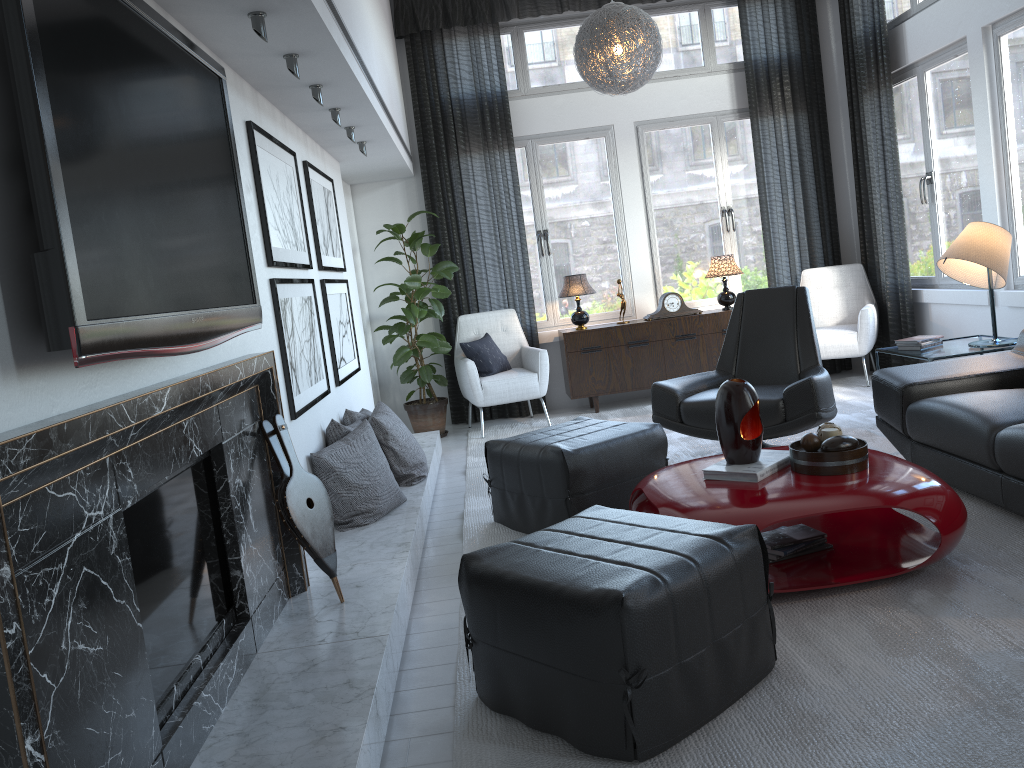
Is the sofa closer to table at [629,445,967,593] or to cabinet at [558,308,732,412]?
table at [629,445,967,593]

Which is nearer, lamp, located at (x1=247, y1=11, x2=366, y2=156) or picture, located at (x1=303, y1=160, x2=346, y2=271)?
lamp, located at (x1=247, y1=11, x2=366, y2=156)

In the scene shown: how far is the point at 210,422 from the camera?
2.22m

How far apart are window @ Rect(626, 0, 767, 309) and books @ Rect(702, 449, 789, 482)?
3.82m

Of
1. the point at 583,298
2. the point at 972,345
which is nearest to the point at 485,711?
the point at 972,345

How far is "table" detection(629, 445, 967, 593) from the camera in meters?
2.6 m

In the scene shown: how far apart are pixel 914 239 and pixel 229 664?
5.5m

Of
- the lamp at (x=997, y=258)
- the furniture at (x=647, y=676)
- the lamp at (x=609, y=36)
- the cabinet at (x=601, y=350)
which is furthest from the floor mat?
the lamp at (x=609, y=36)

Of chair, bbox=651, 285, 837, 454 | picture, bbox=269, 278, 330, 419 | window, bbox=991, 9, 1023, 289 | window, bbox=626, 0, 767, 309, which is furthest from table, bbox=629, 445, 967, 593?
window, bbox=626, 0, 767, 309

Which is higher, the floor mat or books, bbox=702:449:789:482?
books, bbox=702:449:789:482
